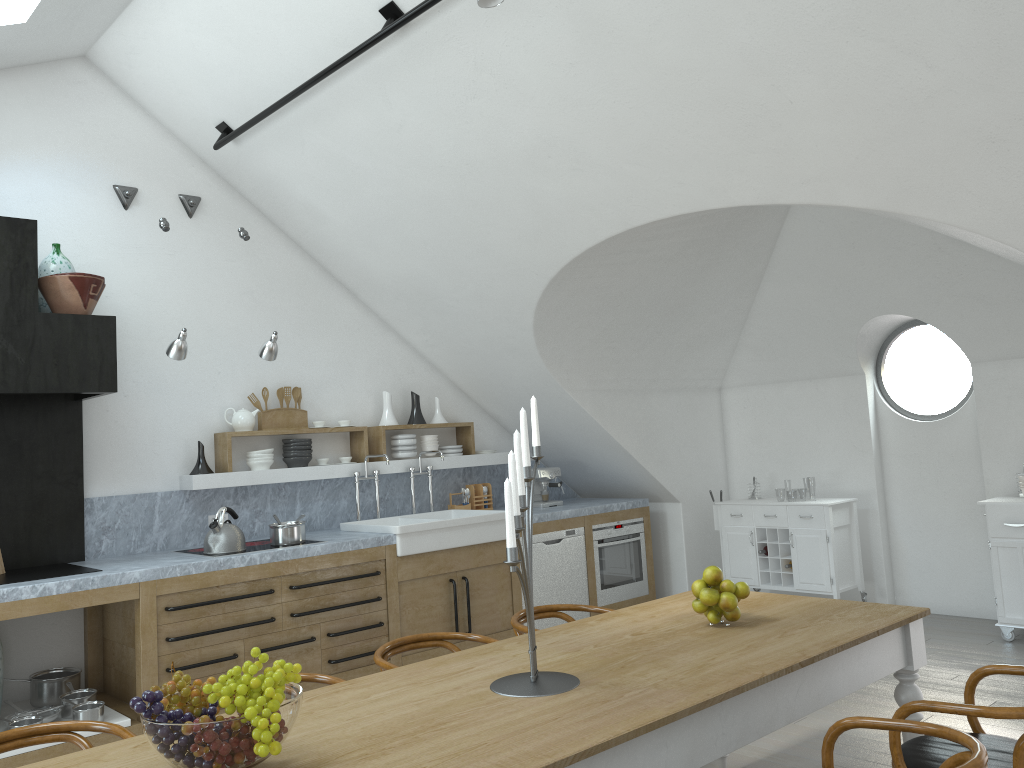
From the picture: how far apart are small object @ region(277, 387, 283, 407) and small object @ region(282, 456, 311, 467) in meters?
0.5

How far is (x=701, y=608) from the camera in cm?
322

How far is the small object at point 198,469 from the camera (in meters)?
5.76

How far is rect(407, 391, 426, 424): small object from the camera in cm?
696

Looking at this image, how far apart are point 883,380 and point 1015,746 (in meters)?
5.15

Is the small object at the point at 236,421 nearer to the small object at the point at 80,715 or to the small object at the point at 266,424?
the small object at the point at 266,424

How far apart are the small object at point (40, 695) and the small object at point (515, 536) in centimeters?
344cm

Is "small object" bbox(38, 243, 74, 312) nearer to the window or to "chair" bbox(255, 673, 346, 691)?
"chair" bbox(255, 673, 346, 691)

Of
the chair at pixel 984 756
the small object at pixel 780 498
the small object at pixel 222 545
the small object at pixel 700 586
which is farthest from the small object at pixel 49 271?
the small object at pixel 780 498

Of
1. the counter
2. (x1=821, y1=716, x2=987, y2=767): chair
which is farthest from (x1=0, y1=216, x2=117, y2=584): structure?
(x1=821, y1=716, x2=987, y2=767): chair
